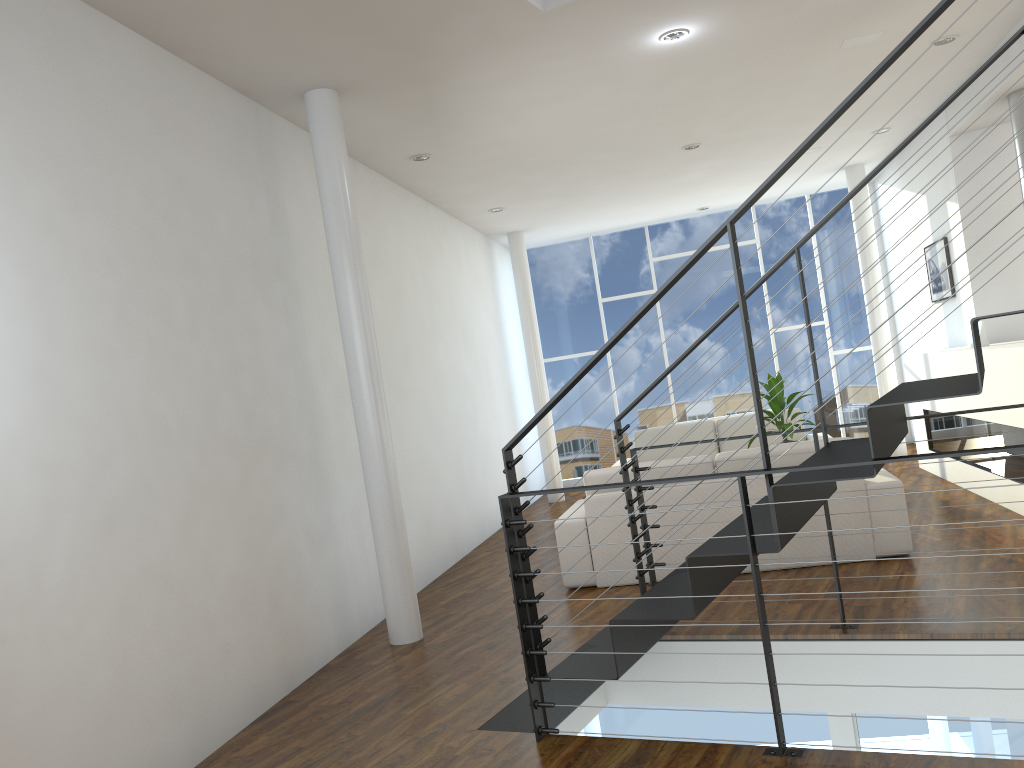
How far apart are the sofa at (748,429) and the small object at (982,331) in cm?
160

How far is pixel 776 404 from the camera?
5.3m

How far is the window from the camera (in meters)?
8.26

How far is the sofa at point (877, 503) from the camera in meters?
4.0 m

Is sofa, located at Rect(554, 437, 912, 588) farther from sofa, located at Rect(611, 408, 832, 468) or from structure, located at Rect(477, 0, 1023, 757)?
sofa, located at Rect(611, 408, 832, 468)

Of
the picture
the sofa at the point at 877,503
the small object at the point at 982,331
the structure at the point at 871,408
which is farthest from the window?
the structure at the point at 871,408

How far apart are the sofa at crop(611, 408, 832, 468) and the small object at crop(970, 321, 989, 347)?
1.60m

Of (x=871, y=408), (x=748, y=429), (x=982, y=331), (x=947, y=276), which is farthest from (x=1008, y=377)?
(x=871, y=408)

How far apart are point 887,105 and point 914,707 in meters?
4.0

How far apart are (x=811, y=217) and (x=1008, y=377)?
4.2 meters
